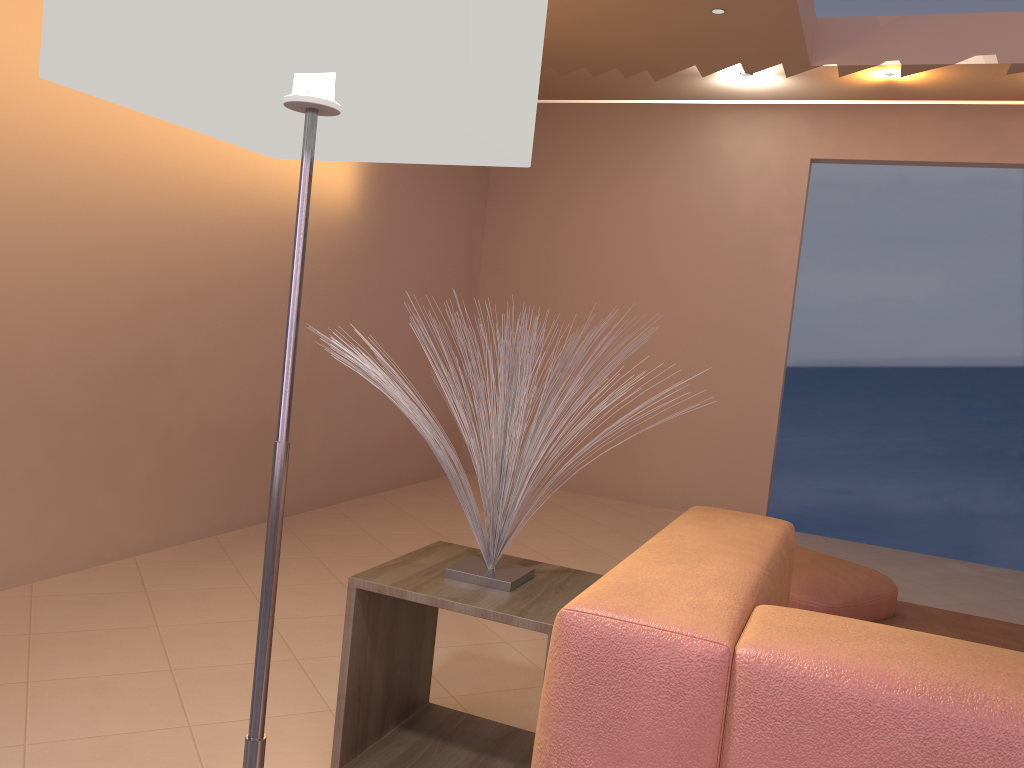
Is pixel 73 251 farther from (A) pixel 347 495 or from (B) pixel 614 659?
(B) pixel 614 659

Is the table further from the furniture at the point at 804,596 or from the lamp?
the furniture at the point at 804,596

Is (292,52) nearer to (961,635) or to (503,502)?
(503,502)

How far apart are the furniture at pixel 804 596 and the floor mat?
0.0 meters

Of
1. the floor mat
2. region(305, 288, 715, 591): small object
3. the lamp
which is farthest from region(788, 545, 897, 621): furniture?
the lamp

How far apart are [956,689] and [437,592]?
1.1 meters

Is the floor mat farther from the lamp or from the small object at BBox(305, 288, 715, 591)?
the lamp

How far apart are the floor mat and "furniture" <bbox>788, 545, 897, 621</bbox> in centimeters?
2cm

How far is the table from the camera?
1.8 meters

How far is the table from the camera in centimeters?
181cm
